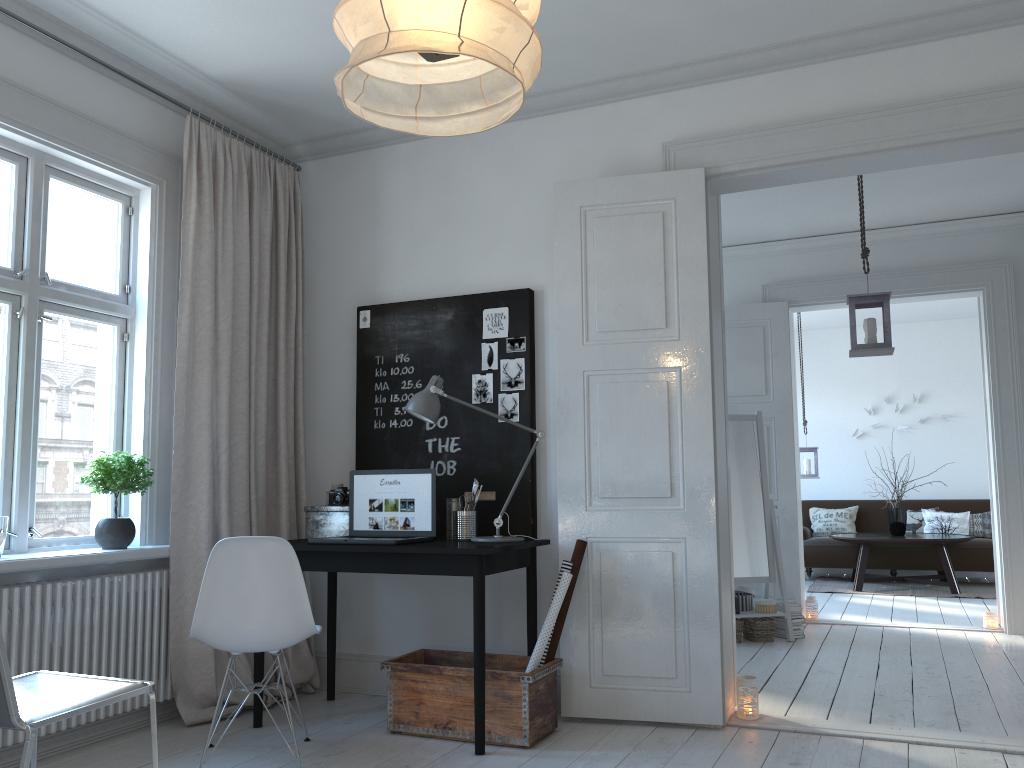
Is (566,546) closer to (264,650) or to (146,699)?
(264,650)

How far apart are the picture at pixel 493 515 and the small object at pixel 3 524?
1.63m

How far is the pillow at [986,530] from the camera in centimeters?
905cm

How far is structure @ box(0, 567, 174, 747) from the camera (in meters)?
3.15

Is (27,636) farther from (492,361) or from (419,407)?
(492,361)

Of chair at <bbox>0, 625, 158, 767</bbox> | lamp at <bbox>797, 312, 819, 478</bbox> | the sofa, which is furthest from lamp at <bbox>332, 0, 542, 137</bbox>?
the sofa

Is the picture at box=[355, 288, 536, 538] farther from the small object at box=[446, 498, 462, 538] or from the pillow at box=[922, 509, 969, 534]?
the pillow at box=[922, 509, 969, 534]

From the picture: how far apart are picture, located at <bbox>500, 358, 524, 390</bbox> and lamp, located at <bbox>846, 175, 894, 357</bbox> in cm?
196

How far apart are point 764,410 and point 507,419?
3.3 meters

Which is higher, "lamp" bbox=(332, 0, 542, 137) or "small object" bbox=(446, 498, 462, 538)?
"lamp" bbox=(332, 0, 542, 137)
